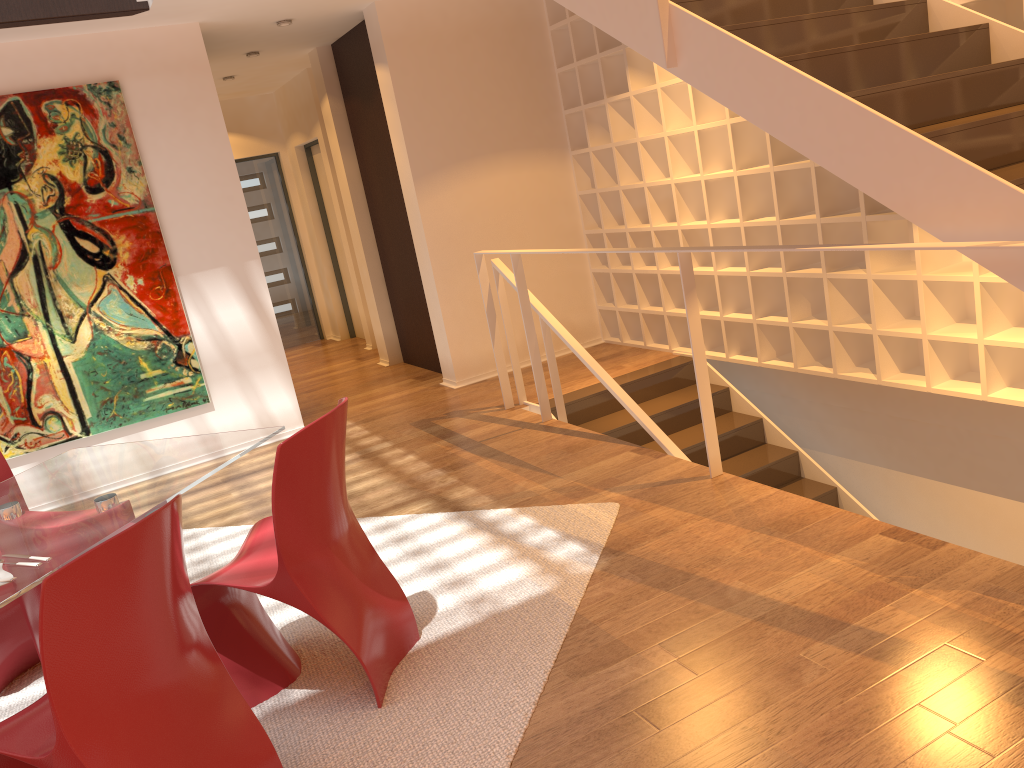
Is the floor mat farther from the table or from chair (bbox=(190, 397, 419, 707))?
the table

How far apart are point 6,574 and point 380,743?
1.1m

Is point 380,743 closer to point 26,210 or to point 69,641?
point 69,641

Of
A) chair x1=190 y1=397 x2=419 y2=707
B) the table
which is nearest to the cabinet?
chair x1=190 y1=397 x2=419 y2=707

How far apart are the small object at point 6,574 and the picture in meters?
Result: 3.5 m

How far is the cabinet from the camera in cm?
270

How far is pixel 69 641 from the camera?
1.9m

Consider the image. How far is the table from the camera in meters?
2.4 m

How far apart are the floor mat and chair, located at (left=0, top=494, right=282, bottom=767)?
0.18m

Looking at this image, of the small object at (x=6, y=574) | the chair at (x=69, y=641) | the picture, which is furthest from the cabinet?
the small object at (x=6, y=574)
